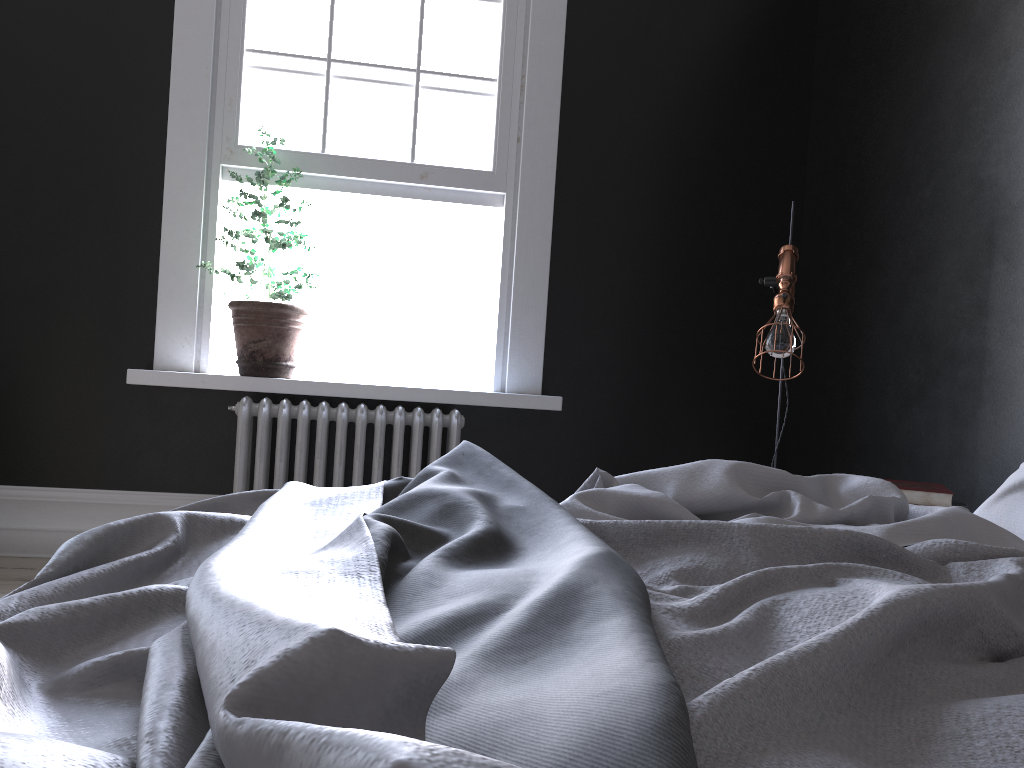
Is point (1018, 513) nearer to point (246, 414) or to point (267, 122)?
point (246, 414)

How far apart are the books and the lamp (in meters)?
0.56

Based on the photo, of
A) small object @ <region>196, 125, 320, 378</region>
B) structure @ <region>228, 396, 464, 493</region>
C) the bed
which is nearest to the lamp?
the bed

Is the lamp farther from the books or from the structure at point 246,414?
the structure at point 246,414

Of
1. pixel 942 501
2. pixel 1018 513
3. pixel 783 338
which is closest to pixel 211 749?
pixel 1018 513

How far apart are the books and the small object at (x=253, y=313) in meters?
2.6

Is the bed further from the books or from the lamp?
the lamp

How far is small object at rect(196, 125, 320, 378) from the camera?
4.01m

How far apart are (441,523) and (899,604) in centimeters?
65cm

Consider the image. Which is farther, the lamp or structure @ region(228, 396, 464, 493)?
structure @ region(228, 396, 464, 493)
